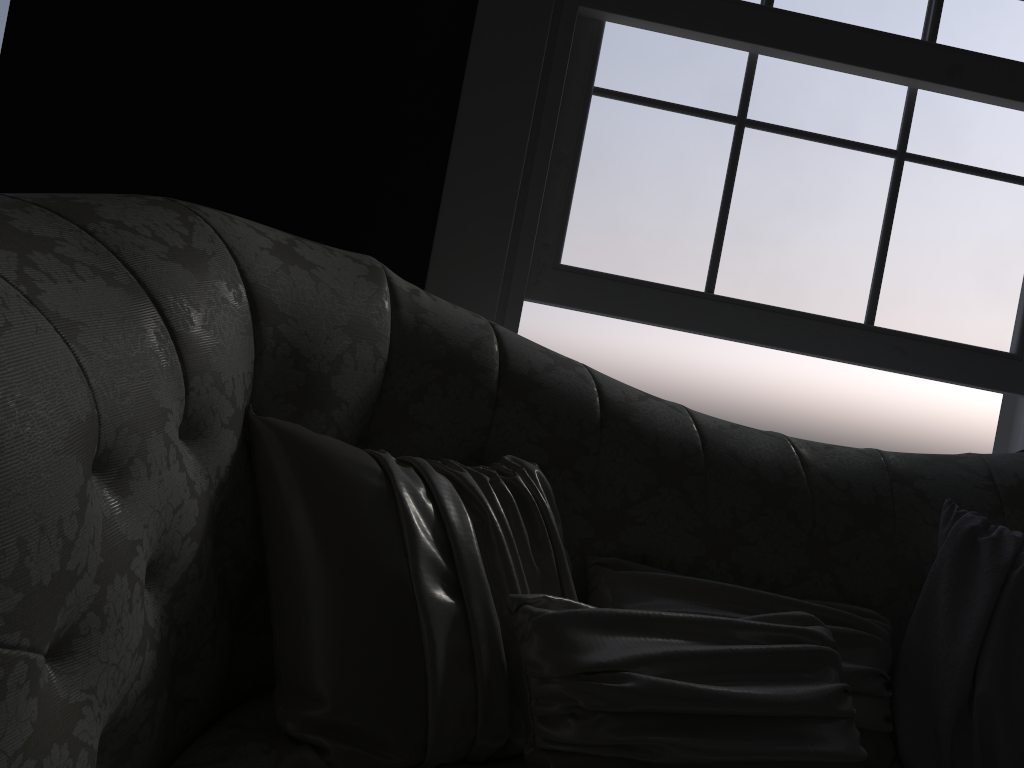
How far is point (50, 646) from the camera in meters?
0.8

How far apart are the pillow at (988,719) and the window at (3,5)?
2.7 meters

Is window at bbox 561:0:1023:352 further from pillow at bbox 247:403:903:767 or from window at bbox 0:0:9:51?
window at bbox 0:0:9:51

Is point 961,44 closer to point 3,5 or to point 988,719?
point 988,719

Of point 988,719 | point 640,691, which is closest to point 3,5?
point 640,691

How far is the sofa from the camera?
0.76m

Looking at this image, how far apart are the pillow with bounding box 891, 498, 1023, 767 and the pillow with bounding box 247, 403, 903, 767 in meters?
0.0

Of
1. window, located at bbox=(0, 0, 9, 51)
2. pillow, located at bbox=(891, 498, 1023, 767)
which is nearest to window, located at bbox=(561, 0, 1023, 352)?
pillow, located at bbox=(891, 498, 1023, 767)

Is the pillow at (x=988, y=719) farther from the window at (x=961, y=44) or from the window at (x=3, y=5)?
the window at (x=3, y=5)

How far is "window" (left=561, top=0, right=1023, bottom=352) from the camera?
2.26m
